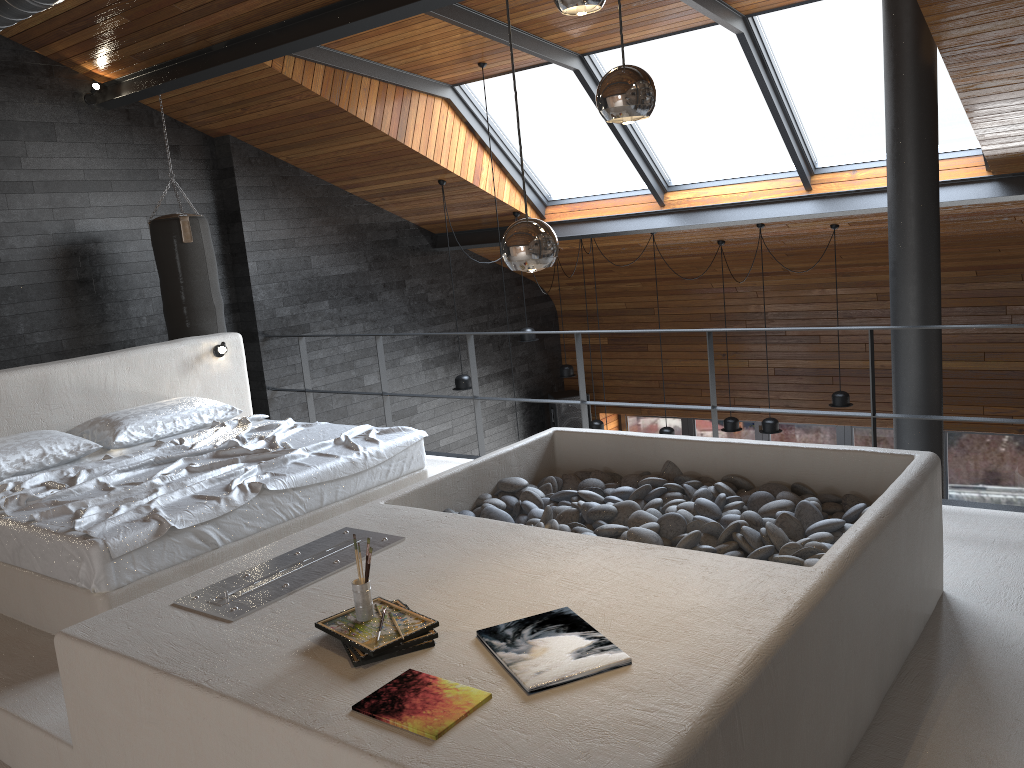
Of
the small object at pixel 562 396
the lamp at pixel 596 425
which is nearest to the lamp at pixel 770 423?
the lamp at pixel 596 425

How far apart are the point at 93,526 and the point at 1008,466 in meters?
8.8

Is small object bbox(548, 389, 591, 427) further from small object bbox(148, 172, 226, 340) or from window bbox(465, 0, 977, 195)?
small object bbox(148, 172, 226, 340)

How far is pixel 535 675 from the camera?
2.0m

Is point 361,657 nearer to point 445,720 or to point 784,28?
point 445,720

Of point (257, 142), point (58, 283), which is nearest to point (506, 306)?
point (257, 142)

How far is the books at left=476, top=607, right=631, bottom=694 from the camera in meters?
2.0

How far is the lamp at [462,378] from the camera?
8.1 meters

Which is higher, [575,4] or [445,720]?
[575,4]

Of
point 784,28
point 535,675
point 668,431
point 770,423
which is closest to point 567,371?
point 668,431
